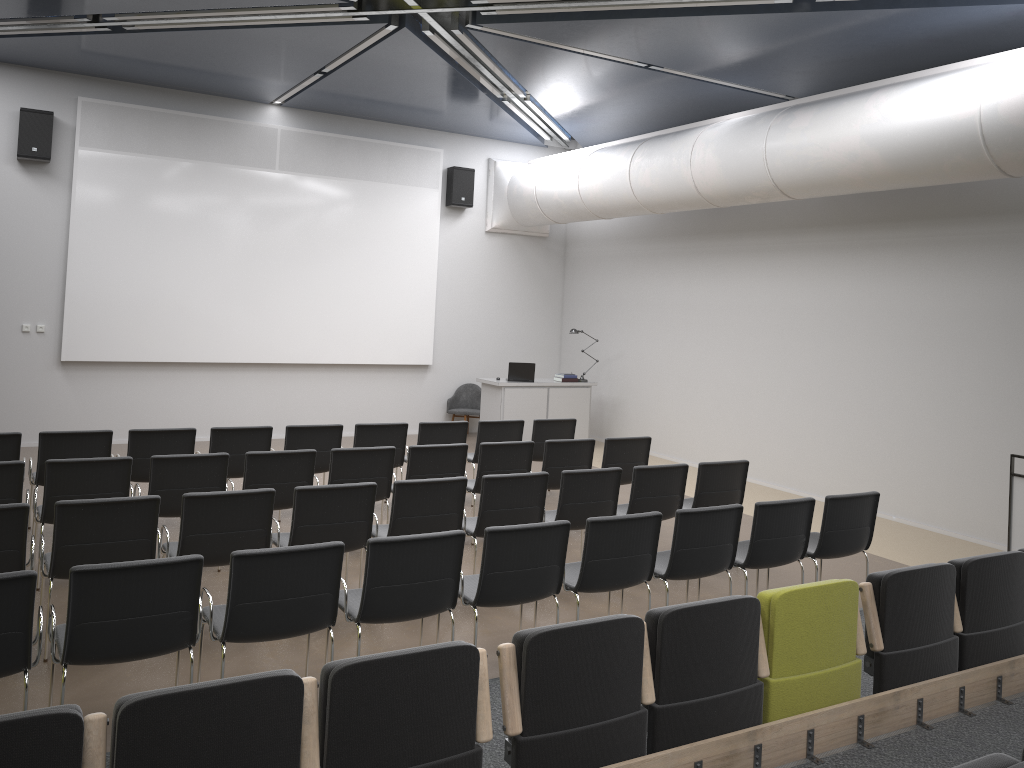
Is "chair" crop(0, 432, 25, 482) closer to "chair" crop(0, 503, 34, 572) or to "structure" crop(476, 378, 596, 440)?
"chair" crop(0, 503, 34, 572)

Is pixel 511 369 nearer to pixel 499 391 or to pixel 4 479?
pixel 499 391

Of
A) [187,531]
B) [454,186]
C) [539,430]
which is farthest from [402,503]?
[454,186]

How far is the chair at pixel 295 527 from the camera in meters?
5.7

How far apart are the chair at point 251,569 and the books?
8.9m

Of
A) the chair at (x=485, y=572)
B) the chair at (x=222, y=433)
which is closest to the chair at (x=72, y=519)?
the chair at (x=485, y=572)

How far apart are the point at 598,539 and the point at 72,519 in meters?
3.0

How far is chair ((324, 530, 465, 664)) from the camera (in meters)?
4.60

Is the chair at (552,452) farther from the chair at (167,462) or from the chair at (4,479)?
the chair at (4,479)

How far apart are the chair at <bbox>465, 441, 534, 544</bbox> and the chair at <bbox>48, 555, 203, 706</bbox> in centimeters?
376cm
